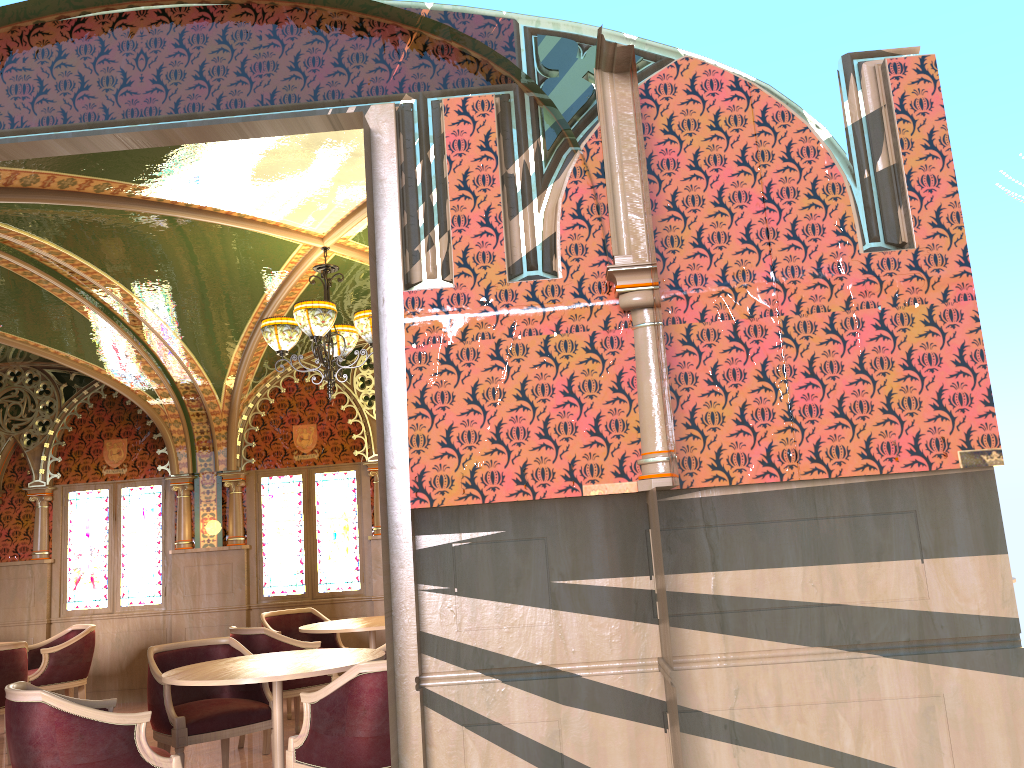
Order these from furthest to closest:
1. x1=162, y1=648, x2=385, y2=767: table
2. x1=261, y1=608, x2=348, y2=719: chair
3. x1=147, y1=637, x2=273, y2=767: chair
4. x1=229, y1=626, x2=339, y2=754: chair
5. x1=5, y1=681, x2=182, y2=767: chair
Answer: x1=261, y1=608, x2=348, y2=719: chair
x1=229, y1=626, x2=339, y2=754: chair
x1=147, y1=637, x2=273, y2=767: chair
x1=162, y1=648, x2=385, y2=767: table
x1=5, y1=681, x2=182, y2=767: chair

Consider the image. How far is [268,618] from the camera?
8.01m

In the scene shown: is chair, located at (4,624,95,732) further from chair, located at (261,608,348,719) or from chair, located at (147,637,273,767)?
chair, located at (147,637,273,767)

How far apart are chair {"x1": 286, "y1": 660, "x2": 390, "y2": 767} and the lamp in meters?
2.6

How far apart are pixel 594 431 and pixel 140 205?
3.50m

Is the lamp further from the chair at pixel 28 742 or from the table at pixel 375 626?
the chair at pixel 28 742

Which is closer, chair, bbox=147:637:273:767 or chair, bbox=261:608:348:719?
chair, bbox=147:637:273:767

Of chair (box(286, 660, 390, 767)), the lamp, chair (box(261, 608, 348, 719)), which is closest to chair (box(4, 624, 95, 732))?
chair (box(261, 608, 348, 719))

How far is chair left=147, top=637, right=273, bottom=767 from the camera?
4.9 meters

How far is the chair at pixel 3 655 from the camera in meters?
6.4 m
